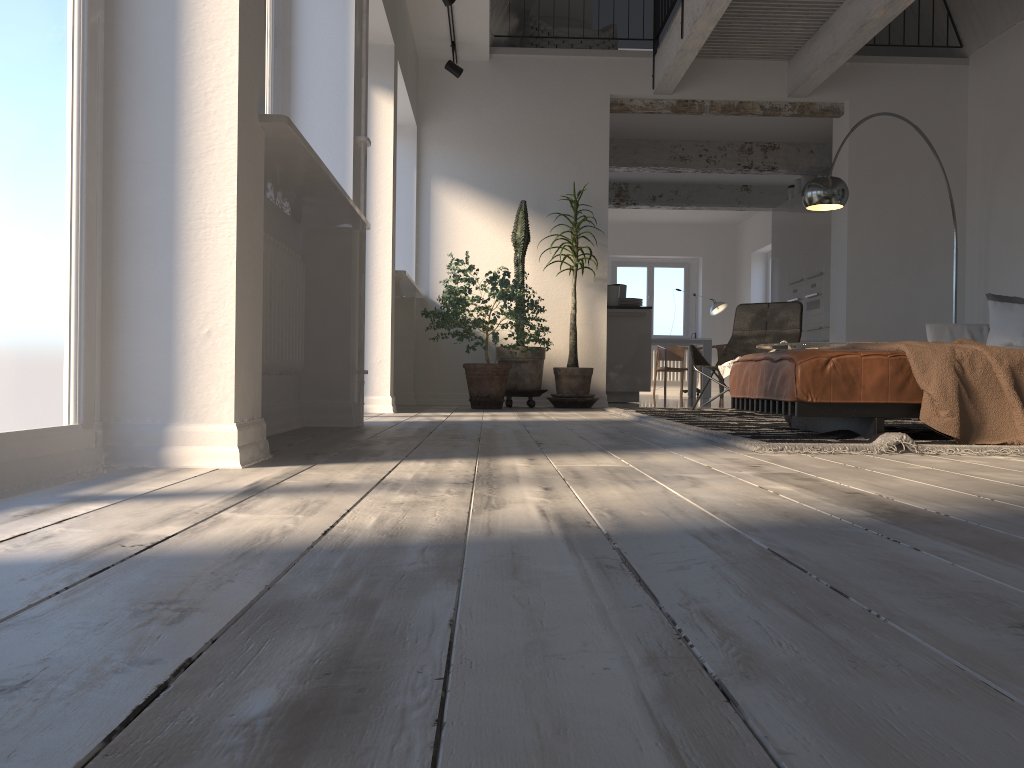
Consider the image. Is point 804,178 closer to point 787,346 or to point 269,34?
point 787,346

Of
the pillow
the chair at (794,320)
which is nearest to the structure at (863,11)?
the chair at (794,320)

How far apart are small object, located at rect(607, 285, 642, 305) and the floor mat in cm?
295

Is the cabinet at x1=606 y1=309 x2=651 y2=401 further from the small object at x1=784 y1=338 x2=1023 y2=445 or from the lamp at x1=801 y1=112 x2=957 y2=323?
the small object at x1=784 y1=338 x2=1023 y2=445

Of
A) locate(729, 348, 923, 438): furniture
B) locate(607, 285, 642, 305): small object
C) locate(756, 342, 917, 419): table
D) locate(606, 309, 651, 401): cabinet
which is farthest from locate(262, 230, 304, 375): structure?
locate(607, 285, 642, 305): small object

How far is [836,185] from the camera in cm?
616

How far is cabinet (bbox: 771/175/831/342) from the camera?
9.4 meters

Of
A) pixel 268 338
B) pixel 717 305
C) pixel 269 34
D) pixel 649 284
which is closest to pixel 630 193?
pixel 717 305

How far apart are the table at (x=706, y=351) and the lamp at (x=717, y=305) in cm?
159

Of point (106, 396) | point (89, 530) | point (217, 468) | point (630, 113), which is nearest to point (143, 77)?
point (106, 396)
